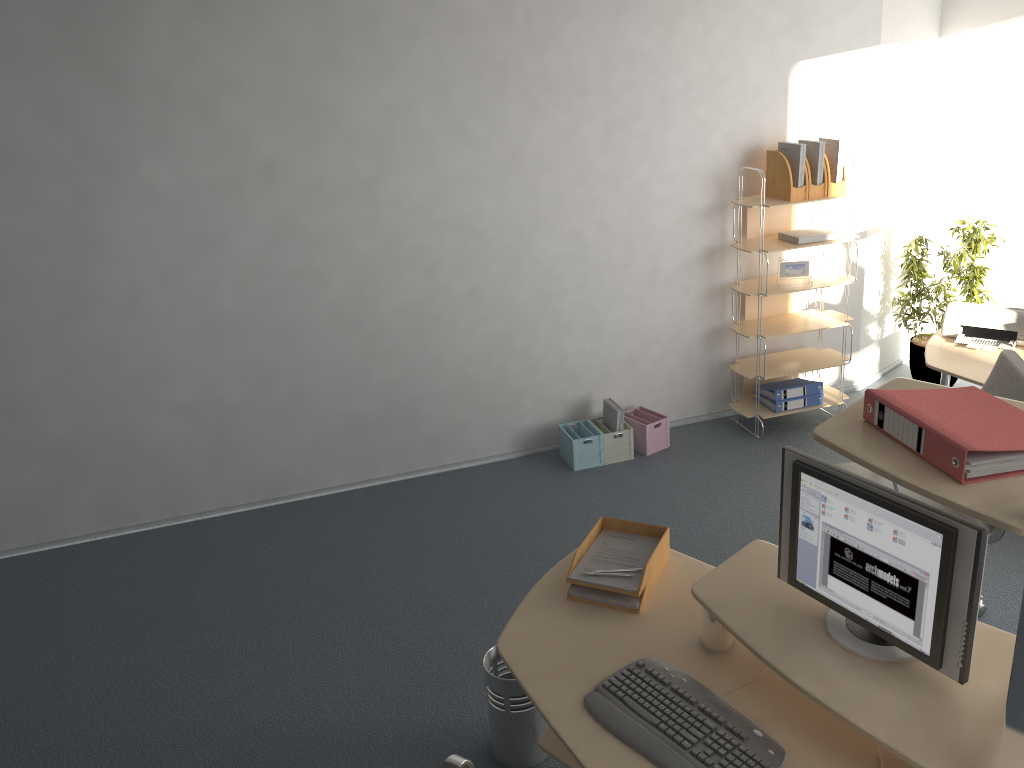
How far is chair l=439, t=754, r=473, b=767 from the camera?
1.99m

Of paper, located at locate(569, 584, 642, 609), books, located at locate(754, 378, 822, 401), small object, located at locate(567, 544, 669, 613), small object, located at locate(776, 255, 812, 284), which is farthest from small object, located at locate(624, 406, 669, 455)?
paper, located at locate(569, 584, 642, 609)

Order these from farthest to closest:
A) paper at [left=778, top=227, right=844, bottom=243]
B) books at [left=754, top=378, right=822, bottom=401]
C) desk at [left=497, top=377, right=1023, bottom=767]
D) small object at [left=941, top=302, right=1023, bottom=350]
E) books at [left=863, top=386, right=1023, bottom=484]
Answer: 1. books at [left=754, top=378, right=822, bottom=401]
2. paper at [left=778, top=227, right=844, bottom=243]
3. small object at [left=941, top=302, right=1023, bottom=350]
4. desk at [left=497, top=377, right=1023, bottom=767]
5. books at [left=863, top=386, right=1023, bottom=484]

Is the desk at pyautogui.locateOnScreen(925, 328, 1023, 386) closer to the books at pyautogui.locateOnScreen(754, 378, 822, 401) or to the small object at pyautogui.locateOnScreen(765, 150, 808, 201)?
the books at pyautogui.locateOnScreen(754, 378, 822, 401)

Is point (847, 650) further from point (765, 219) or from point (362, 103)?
point (765, 219)

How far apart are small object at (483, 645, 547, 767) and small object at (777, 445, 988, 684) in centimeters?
101cm

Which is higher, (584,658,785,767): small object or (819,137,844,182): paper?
(819,137,844,182): paper

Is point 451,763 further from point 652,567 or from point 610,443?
point 610,443

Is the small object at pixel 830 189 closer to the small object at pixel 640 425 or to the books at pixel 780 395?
the books at pixel 780 395

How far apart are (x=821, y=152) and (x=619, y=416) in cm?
182
